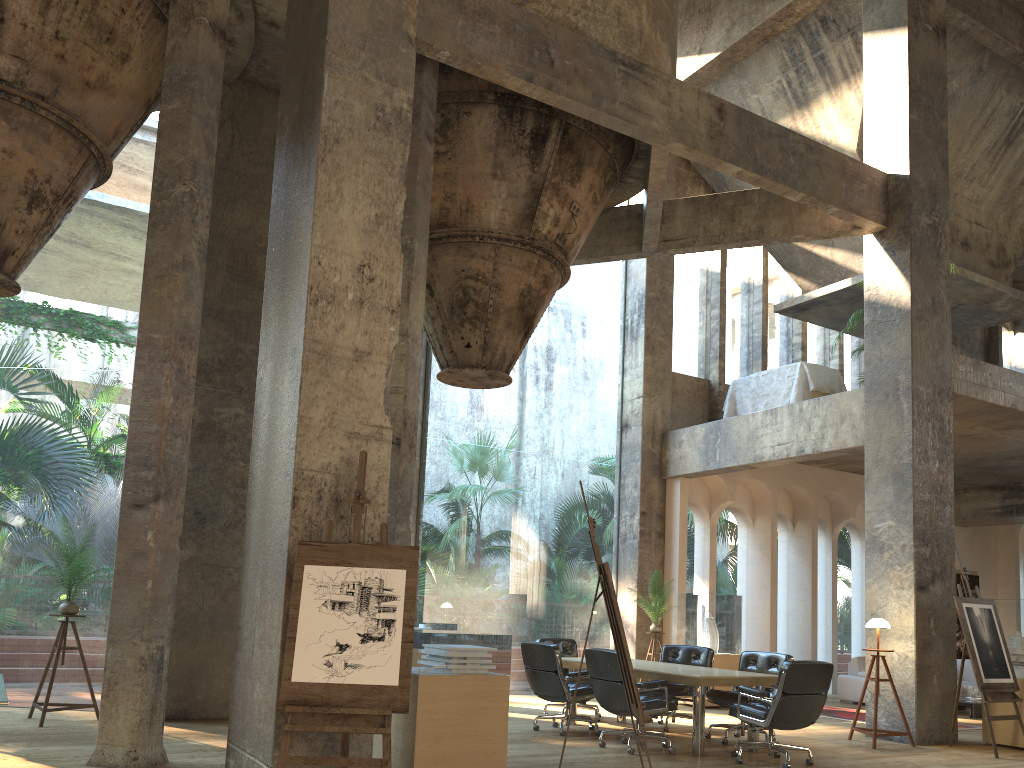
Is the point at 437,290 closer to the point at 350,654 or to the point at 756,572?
the point at 350,654

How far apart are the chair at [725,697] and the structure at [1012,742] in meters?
2.4 m

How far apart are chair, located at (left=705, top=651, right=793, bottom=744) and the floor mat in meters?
3.0 m

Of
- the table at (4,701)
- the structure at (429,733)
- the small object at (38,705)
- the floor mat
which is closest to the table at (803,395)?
the floor mat

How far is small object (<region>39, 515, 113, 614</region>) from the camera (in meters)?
7.92

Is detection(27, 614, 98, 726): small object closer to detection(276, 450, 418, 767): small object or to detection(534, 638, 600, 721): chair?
detection(276, 450, 418, 767): small object

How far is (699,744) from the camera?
7.48m

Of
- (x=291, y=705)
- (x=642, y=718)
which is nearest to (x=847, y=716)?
(x=642, y=718)

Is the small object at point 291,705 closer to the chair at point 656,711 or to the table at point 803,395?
the chair at point 656,711

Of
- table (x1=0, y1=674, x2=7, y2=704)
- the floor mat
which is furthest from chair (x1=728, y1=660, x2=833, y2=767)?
table (x1=0, y1=674, x2=7, y2=704)
